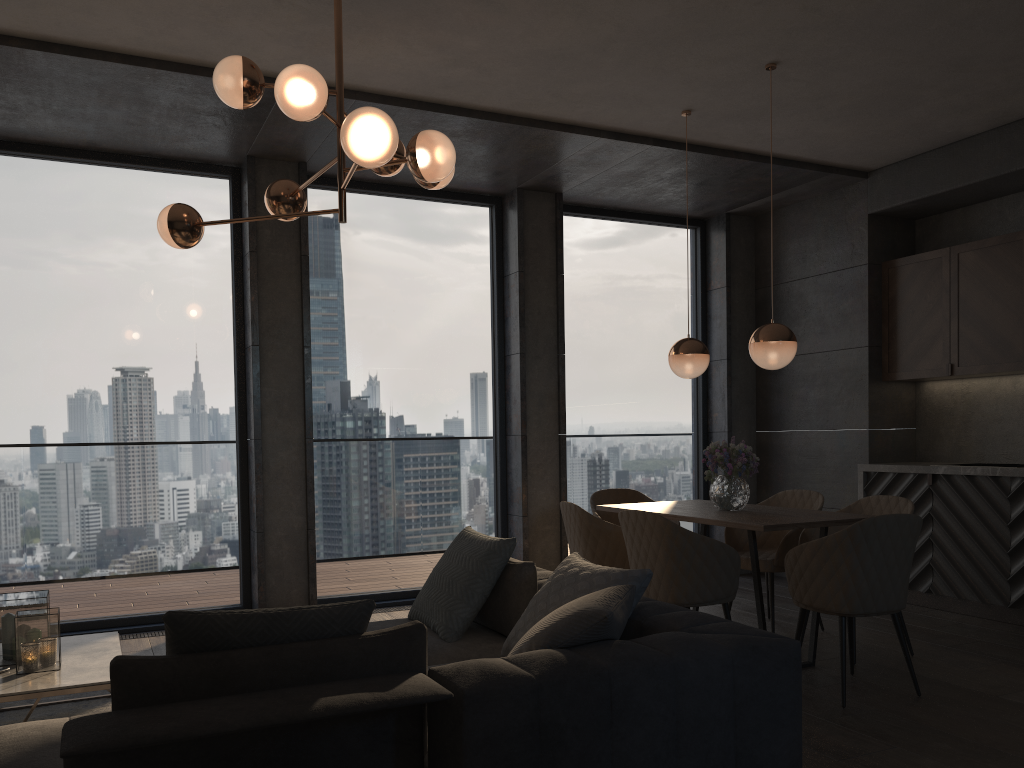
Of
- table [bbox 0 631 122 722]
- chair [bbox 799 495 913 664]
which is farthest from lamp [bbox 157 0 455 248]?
chair [bbox 799 495 913 664]

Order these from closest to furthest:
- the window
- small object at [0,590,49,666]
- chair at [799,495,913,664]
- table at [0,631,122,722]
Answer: table at [0,631,122,722], small object at [0,590,49,666], chair at [799,495,913,664], the window

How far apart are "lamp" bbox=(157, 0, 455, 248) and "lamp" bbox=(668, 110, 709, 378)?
1.9 meters

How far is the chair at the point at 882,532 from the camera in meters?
3.7 m

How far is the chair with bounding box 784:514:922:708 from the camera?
3.7m

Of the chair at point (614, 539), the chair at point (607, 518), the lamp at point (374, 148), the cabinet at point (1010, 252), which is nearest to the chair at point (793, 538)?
the chair at point (607, 518)

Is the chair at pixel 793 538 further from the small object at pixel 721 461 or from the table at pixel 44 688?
the table at pixel 44 688

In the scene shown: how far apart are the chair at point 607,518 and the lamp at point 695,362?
1.1m

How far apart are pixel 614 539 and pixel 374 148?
2.5 meters

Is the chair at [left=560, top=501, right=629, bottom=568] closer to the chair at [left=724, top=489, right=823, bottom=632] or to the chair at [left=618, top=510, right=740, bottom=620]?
the chair at [left=618, top=510, right=740, bottom=620]
